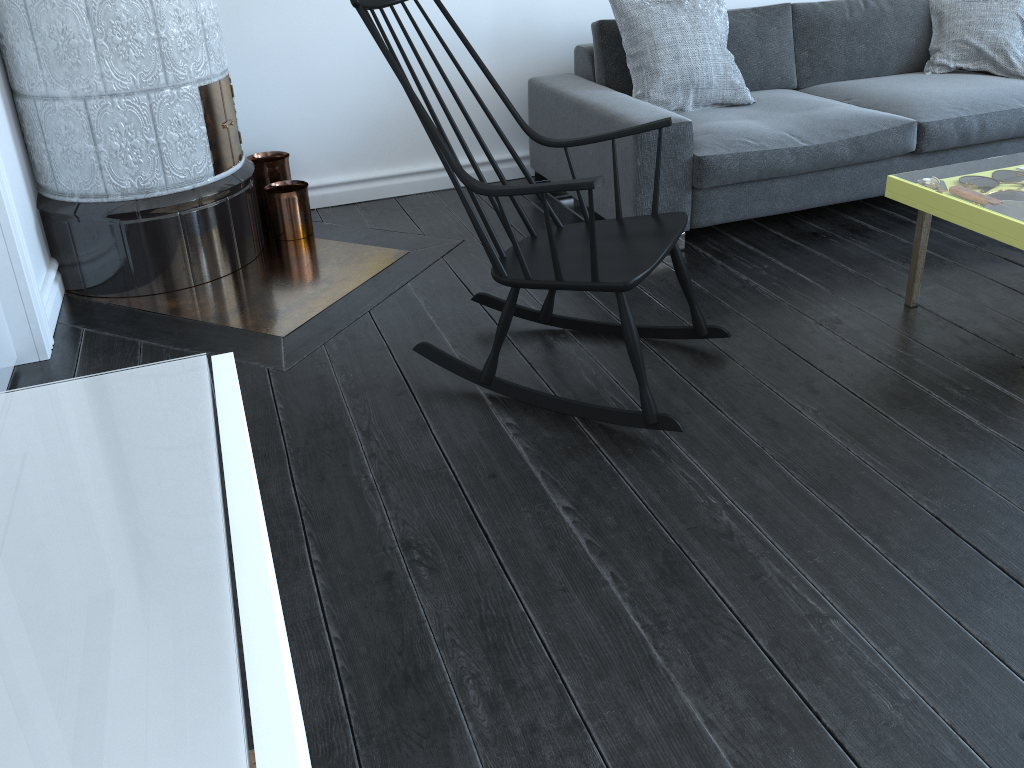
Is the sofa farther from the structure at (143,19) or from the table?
the structure at (143,19)

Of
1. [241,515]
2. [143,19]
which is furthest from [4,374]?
[241,515]

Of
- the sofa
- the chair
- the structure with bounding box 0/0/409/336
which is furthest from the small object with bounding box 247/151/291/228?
the chair

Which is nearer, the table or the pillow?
the table

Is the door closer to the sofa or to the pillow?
the sofa

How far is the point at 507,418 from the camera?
2.23m

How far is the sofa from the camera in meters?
3.0 m

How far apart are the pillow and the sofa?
0.0 meters

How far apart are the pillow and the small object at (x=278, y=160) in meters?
1.4 m

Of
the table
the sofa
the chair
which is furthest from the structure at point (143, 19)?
the table
